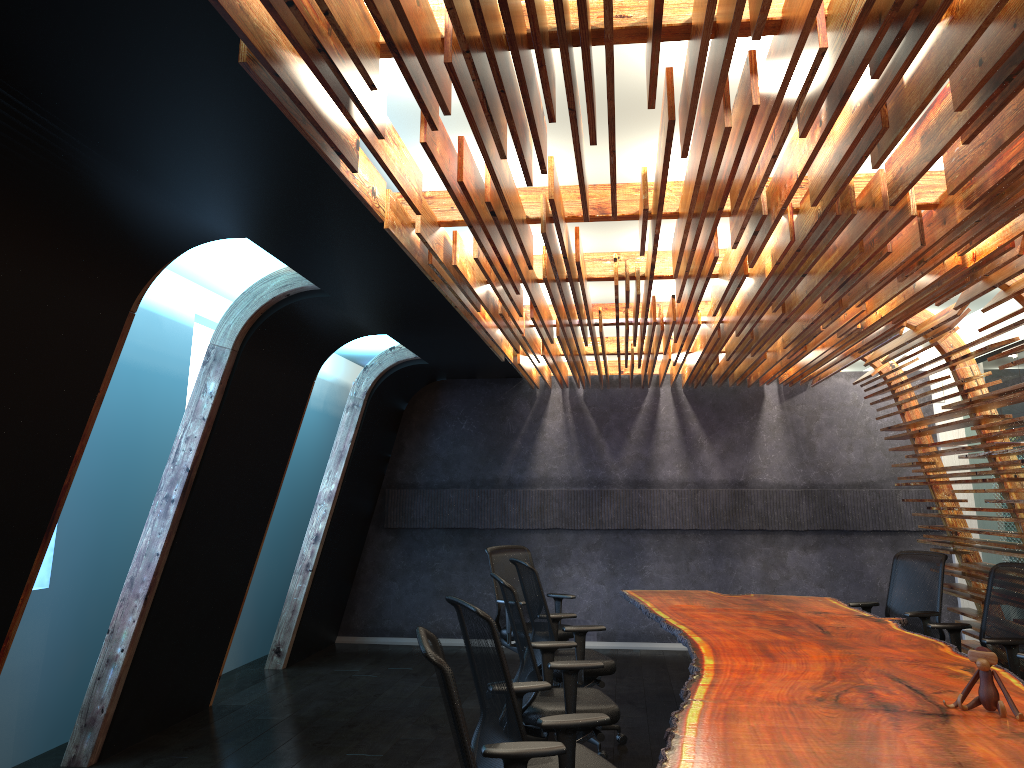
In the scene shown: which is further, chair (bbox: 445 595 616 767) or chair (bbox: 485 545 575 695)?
chair (bbox: 485 545 575 695)

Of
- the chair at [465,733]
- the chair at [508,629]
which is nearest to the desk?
the chair at [465,733]

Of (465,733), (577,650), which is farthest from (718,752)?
(577,650)

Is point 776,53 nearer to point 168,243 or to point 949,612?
point 168,243

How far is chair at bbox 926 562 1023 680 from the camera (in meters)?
5.56

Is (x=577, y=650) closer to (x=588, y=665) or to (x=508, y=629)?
(x=588, y=665)

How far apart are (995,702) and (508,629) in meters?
4.6

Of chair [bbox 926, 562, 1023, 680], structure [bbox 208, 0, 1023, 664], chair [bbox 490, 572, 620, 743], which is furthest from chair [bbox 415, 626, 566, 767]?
chair [bbox 926, 562, 1023, 680]

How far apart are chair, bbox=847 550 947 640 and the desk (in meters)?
0.23

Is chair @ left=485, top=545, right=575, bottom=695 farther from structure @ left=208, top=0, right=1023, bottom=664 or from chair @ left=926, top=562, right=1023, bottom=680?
chair @ left=926, top=562, right=1023, bottom=680
